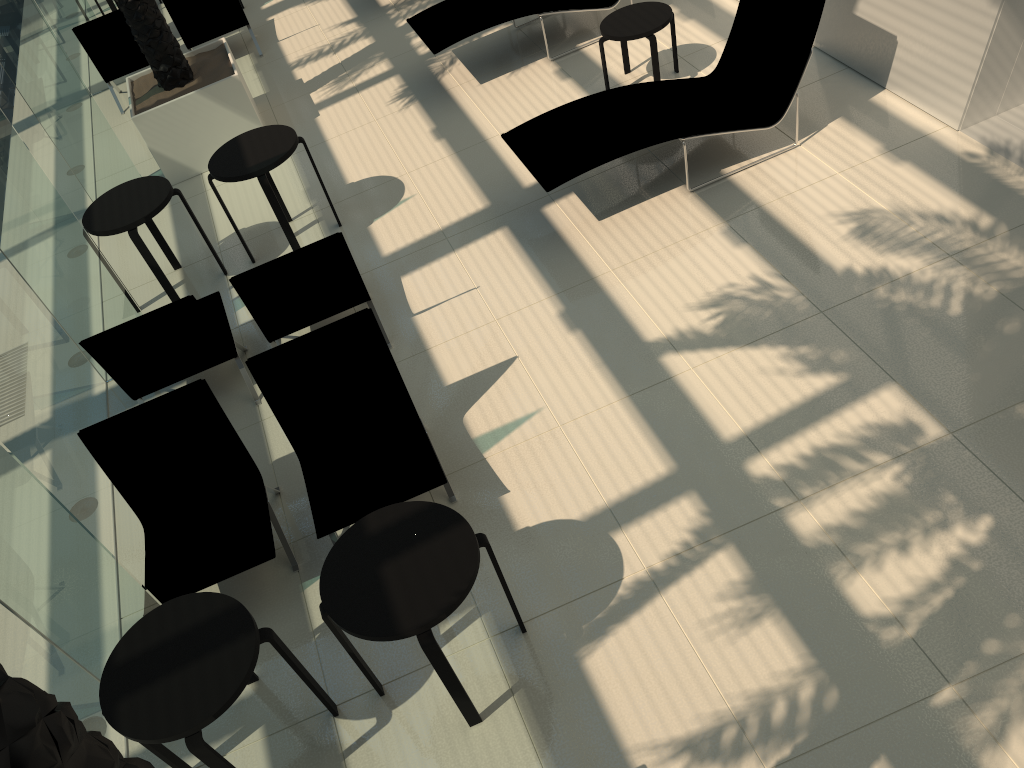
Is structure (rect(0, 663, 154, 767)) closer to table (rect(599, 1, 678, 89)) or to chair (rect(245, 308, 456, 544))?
chair (rect(245, 308, 456, 544))

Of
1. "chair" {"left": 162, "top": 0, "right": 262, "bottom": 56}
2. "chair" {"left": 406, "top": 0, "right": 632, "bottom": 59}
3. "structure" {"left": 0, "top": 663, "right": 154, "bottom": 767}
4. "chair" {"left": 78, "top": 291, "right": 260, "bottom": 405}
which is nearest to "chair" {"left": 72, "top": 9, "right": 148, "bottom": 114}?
"chair" {"left": 162, "top": 0, "right": 262, "bottom": 56}

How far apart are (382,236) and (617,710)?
4.4m

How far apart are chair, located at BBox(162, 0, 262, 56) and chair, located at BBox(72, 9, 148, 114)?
0.5 meters

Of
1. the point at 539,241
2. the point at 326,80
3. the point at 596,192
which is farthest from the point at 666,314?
the point at 326,80

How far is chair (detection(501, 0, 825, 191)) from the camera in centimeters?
605cm

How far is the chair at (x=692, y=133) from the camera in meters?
6.0

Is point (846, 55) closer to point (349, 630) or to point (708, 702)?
point (708, 702)

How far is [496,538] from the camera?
4.5 meters

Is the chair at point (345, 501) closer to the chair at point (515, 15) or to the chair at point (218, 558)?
the chair at point (218, 558)
